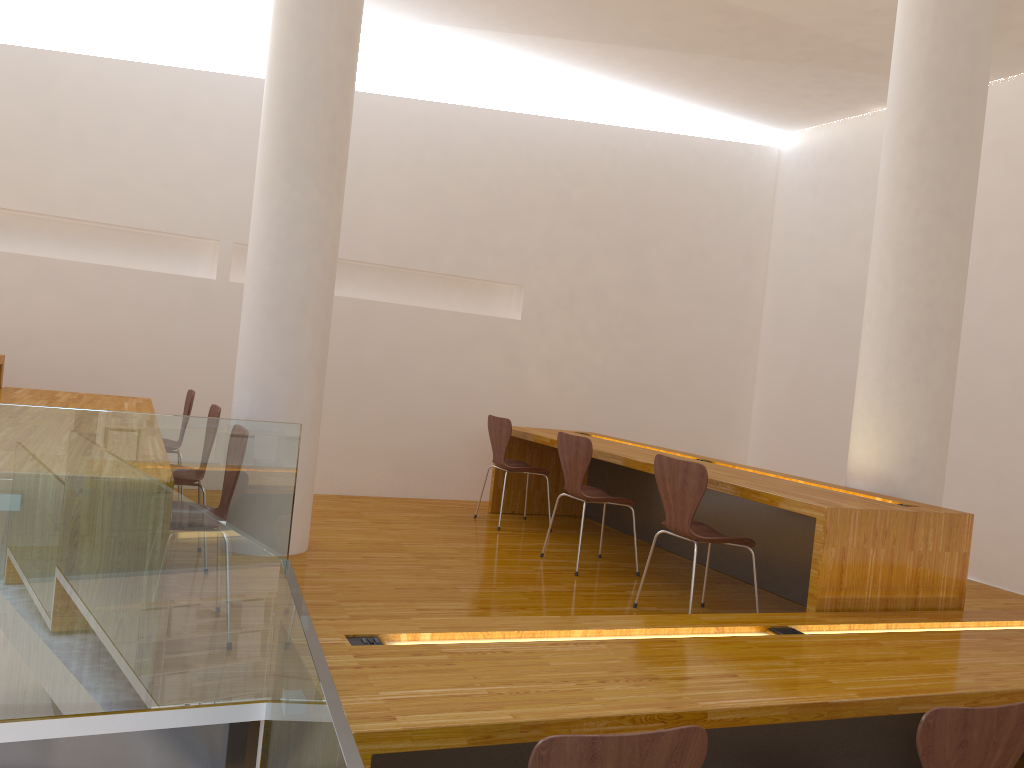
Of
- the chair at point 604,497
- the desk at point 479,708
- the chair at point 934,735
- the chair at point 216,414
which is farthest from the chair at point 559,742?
the chair at point 604,497

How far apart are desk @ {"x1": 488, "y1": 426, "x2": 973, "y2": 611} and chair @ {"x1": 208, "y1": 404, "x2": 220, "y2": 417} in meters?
2.0 m

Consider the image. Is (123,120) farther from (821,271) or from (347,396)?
(821,271)

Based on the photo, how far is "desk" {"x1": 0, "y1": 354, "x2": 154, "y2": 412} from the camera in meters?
4.3

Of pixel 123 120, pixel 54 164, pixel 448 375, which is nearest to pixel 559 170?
pixel 448 375

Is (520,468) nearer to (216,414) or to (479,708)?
(216,414)

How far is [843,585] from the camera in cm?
328

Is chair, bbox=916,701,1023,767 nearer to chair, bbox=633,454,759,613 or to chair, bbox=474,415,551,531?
chair, bbox=633,454,759,613

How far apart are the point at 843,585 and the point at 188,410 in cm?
336

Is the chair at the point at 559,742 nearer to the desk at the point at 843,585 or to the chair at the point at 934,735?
the chair at the point at 934,735
